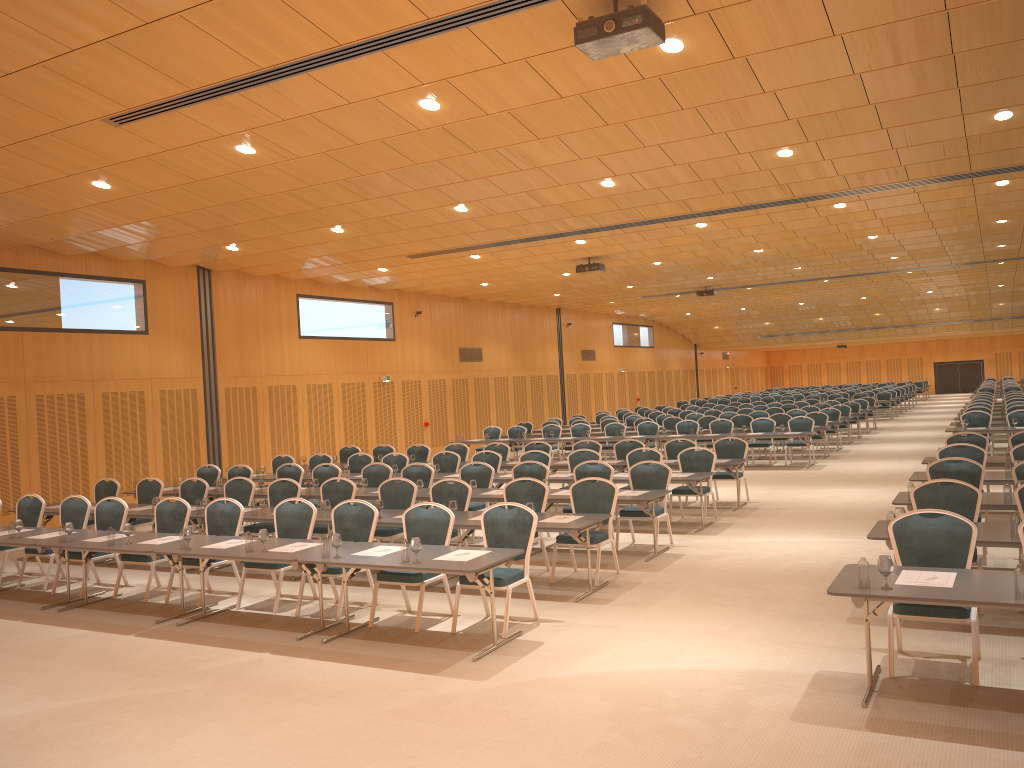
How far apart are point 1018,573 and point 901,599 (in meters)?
0.68

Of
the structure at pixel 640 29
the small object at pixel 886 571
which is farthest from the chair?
the structure at pixel 640 29

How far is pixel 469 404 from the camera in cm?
2804

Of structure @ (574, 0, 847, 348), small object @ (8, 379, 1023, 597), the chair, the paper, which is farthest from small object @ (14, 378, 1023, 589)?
structure @ (574, 0, 847, 348)

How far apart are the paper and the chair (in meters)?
0.33

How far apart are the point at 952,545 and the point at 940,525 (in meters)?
0.16

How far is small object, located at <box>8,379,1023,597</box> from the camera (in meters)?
5.33

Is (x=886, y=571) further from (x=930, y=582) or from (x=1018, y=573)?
(x=1018, y=573)

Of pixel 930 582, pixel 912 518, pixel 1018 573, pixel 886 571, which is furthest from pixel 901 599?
pixel 912 518

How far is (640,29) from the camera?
6.4m
